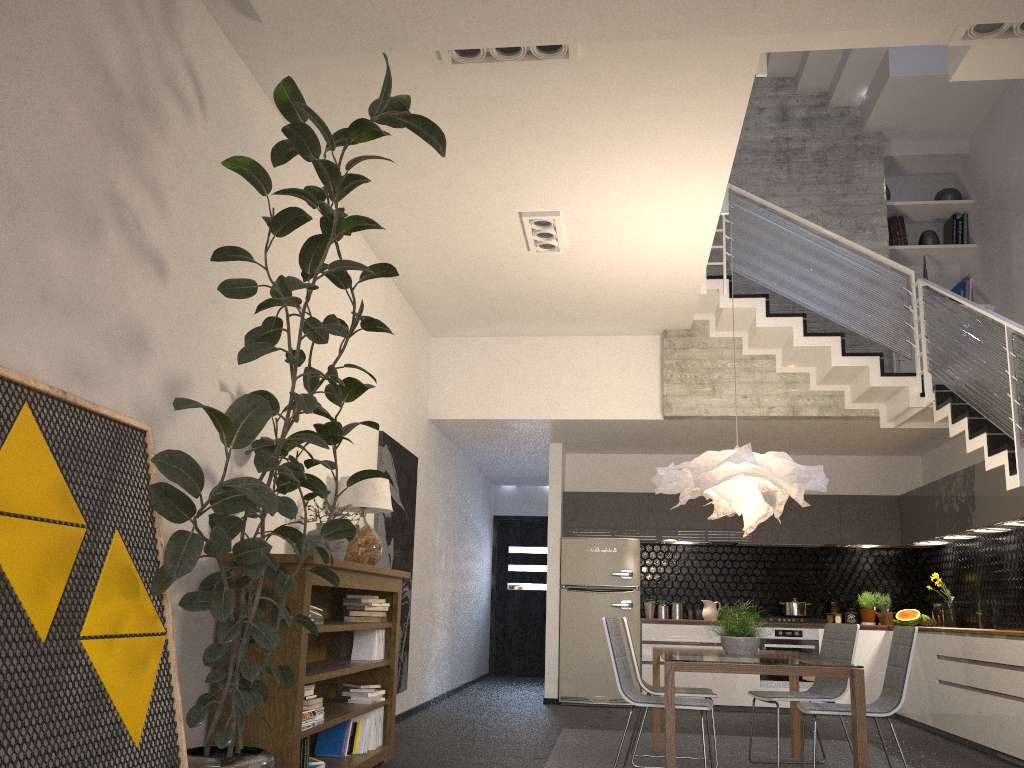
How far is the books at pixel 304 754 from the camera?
4.3m

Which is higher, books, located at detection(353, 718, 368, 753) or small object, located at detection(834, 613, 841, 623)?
small object, located at detection(834, 613, 841, 623)

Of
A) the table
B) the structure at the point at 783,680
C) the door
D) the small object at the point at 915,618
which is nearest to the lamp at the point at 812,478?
the table

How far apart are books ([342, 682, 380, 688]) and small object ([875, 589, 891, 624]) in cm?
617

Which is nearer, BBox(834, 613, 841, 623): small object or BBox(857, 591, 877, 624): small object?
BBox(857, 591, 877, 624): small object

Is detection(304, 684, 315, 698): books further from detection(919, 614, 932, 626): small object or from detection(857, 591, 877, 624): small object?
detection(919, 614, 932, 626): small object

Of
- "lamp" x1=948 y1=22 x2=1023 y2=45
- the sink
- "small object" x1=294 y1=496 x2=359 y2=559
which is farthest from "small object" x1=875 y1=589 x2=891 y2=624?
"lamp" x1=948 y1=22 x2=1023 y2=45

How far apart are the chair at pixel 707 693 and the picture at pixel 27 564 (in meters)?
3.19

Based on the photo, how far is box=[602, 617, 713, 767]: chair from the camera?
4.82m

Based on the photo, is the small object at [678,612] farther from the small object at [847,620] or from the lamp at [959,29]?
the lamp at [959,29]
